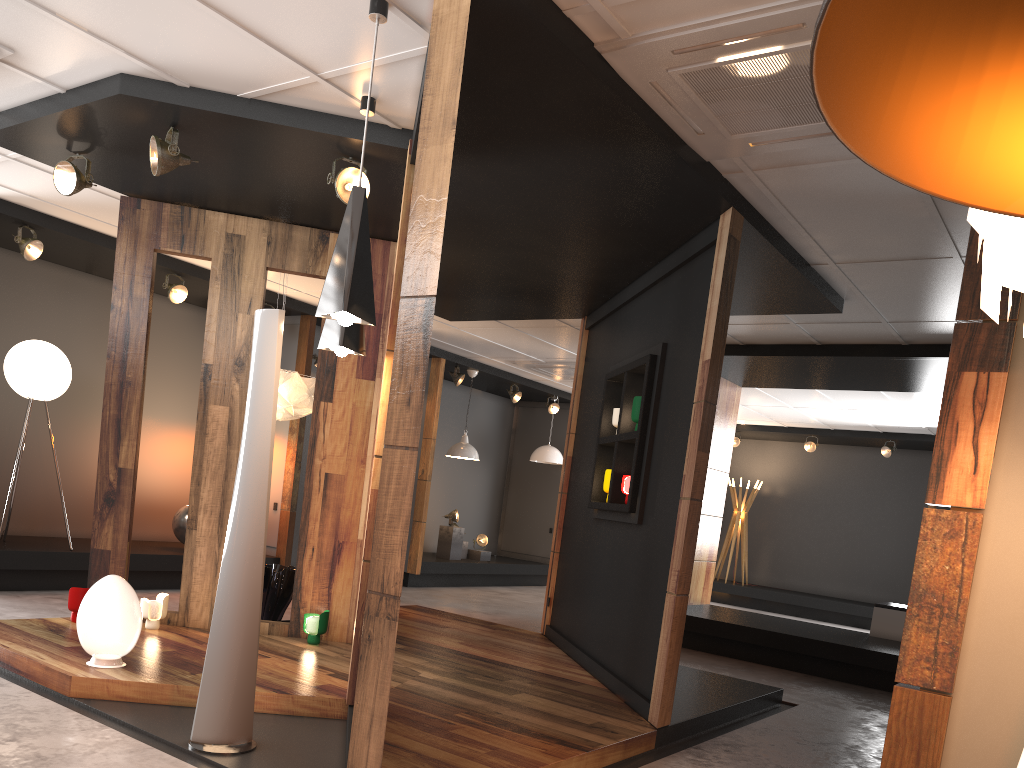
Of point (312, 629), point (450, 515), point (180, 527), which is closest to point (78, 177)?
point (312, 629)

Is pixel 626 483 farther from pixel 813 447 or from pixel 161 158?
pixel 813 447

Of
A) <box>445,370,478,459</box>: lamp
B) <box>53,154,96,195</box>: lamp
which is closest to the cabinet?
<box>445,370,478,459</box>: lamp

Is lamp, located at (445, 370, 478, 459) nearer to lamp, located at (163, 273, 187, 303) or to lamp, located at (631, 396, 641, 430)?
lamp, located at (163, 273, 187, 303)

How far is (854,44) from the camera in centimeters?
95cm

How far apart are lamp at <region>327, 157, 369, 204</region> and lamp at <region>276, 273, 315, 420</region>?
2.2m

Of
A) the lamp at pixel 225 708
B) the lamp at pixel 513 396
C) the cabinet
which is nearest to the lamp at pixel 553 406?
the lamp at pixel 513 396

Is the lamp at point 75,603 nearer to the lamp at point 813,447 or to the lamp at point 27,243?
the lamp at point 27,243

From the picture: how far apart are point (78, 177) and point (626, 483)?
3.88m

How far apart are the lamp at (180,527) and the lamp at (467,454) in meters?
3.8
